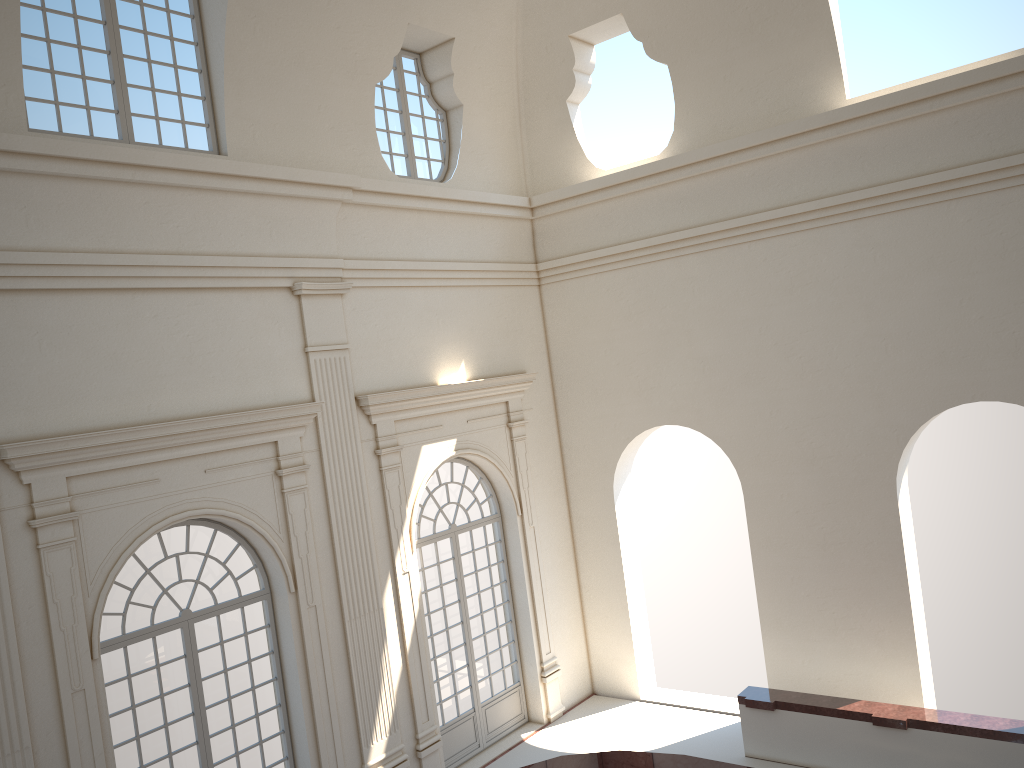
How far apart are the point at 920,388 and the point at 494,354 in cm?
590
